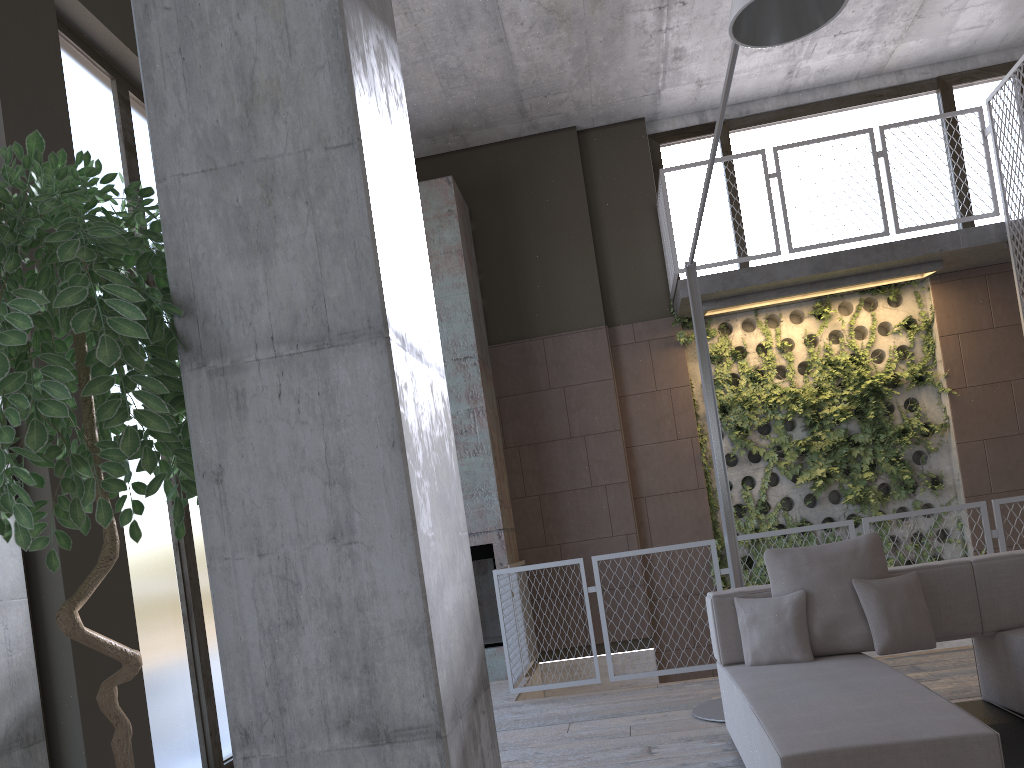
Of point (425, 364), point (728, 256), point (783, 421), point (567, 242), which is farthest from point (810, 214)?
point (425, 364)

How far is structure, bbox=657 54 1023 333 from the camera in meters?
7.5

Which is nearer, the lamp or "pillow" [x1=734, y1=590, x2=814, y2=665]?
the lamp

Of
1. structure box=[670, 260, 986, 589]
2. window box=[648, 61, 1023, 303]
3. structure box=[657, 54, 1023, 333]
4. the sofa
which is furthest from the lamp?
window box=[648, 61, 1023, 303]

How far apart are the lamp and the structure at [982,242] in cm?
240

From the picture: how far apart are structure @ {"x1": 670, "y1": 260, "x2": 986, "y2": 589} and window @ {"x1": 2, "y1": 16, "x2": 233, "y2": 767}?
4.8m

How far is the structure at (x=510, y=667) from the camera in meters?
6.4

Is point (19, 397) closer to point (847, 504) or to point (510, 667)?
point (510, 667)

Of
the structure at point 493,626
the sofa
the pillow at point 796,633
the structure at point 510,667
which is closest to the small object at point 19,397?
the sofa

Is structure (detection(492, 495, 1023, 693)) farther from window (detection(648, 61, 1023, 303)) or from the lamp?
window (detection(648, 61, 1023, 303))
